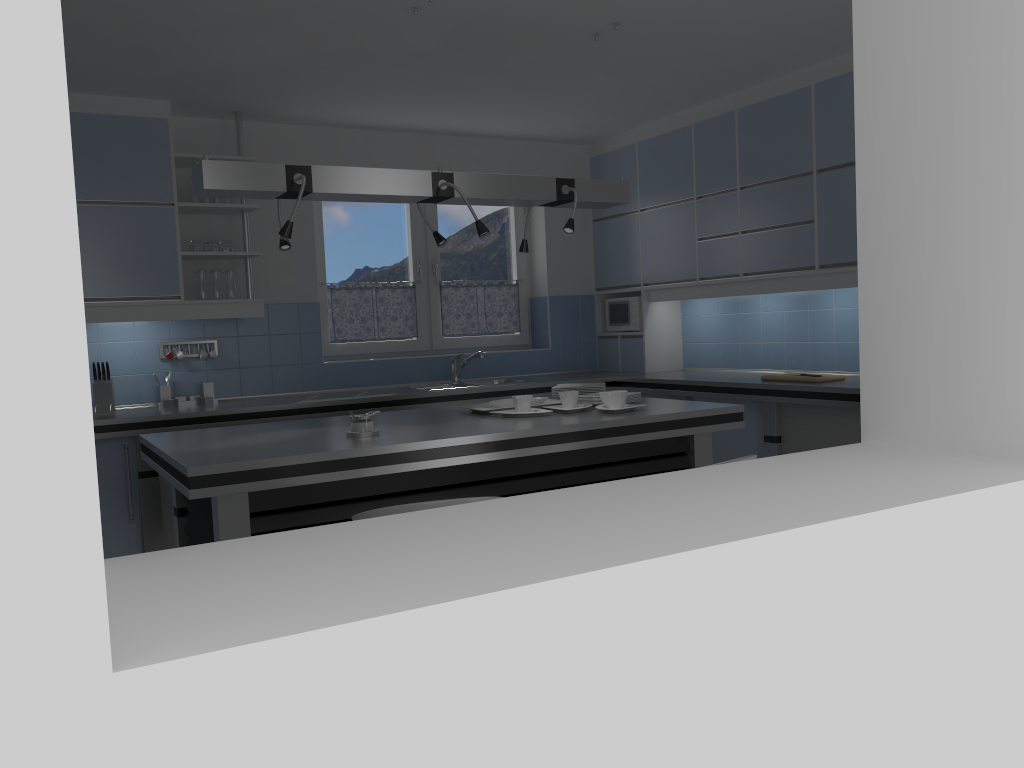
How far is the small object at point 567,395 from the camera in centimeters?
388cm

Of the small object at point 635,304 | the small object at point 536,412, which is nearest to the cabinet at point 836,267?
the small object at point 635,304

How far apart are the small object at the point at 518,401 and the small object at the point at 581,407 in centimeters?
15cm

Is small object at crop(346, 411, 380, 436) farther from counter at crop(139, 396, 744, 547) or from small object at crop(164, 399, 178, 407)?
small object at crop(164, 399, 178, 407)

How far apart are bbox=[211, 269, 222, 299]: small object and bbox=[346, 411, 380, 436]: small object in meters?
2.3 m

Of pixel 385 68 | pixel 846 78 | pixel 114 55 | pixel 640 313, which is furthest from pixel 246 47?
pixel 640 313

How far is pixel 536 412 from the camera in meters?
3.7

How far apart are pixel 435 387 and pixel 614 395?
2.5 meters

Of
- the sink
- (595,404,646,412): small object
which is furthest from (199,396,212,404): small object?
(595,404,646,412): small object

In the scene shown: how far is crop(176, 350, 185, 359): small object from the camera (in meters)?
5.37
